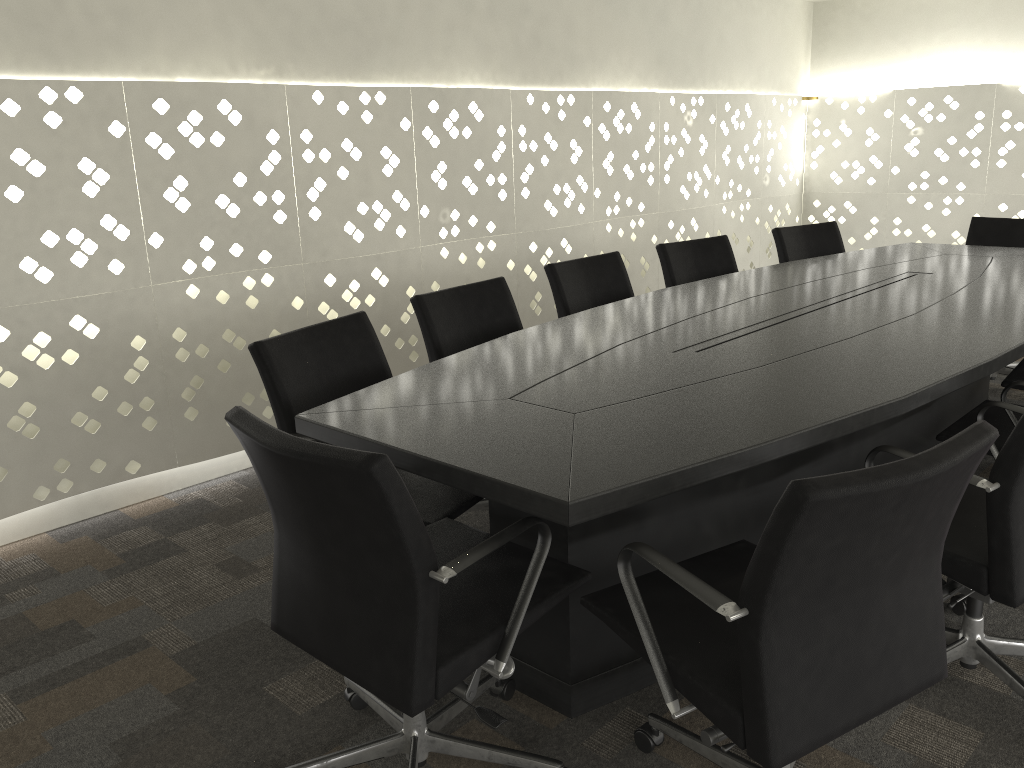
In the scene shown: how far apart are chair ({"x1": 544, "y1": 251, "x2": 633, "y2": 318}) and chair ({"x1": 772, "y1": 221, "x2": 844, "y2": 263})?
1.02m

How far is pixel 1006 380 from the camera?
2.8m

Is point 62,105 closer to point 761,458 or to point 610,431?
point 610,431

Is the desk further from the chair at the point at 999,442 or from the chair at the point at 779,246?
the chair at the point at 779,246

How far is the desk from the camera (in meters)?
1.53

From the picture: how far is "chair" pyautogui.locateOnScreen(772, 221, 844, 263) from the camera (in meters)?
4.04

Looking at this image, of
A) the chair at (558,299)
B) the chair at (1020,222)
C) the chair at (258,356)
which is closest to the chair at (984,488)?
the chair at (258,356)

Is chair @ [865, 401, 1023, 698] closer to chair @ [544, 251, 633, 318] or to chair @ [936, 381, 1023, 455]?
chair @ [936, 381, 1023, 455]

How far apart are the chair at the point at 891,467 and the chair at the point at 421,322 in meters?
1.1 m

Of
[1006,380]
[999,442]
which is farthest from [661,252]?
[999,442]
